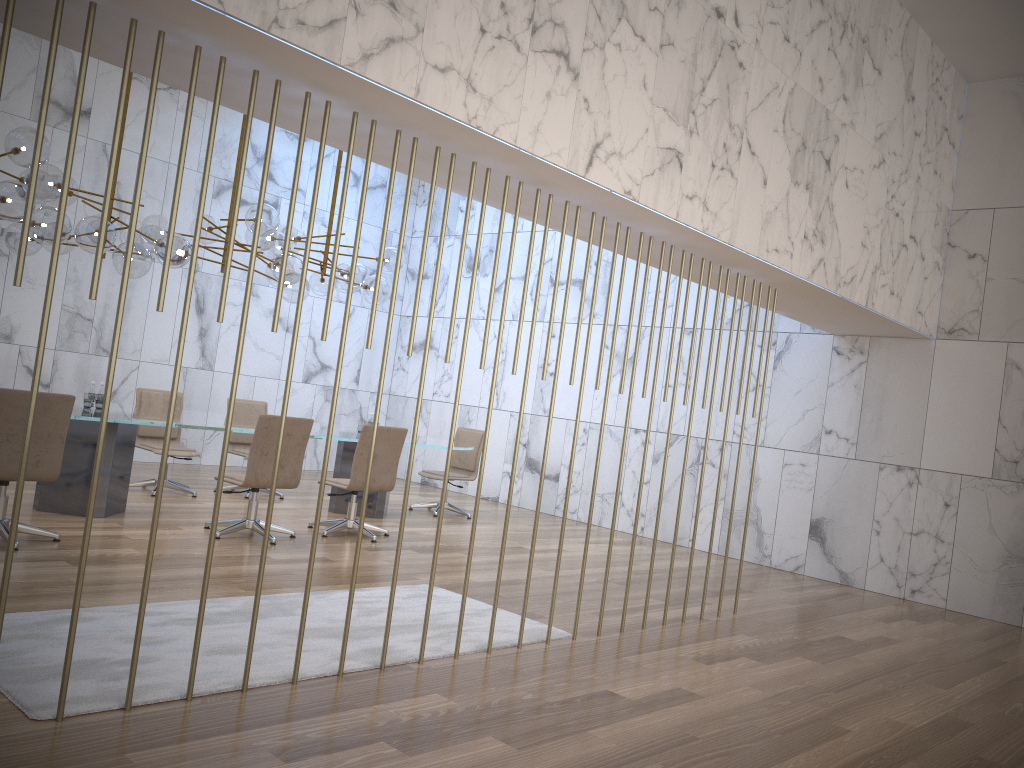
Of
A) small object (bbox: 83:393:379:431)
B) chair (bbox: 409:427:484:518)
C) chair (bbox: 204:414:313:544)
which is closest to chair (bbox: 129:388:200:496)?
small object (bbox: 83:393:379:431)

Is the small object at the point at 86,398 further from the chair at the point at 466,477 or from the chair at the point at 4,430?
the chair at the point at 466,477

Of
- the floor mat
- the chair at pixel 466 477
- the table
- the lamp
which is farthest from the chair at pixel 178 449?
the floor mat

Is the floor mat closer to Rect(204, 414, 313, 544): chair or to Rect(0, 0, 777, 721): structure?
Rect(0, 0, 777, 721): structure

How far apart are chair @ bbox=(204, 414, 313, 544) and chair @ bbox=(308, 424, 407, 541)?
0.32m

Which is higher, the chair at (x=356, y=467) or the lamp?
the lamp

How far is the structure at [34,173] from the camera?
2.9m

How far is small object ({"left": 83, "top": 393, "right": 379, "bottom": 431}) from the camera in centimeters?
711cm

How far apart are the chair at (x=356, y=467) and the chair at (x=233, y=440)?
1.94m

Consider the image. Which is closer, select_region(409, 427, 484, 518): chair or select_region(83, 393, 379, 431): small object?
select_region(83, 393, 379, 431): small object
